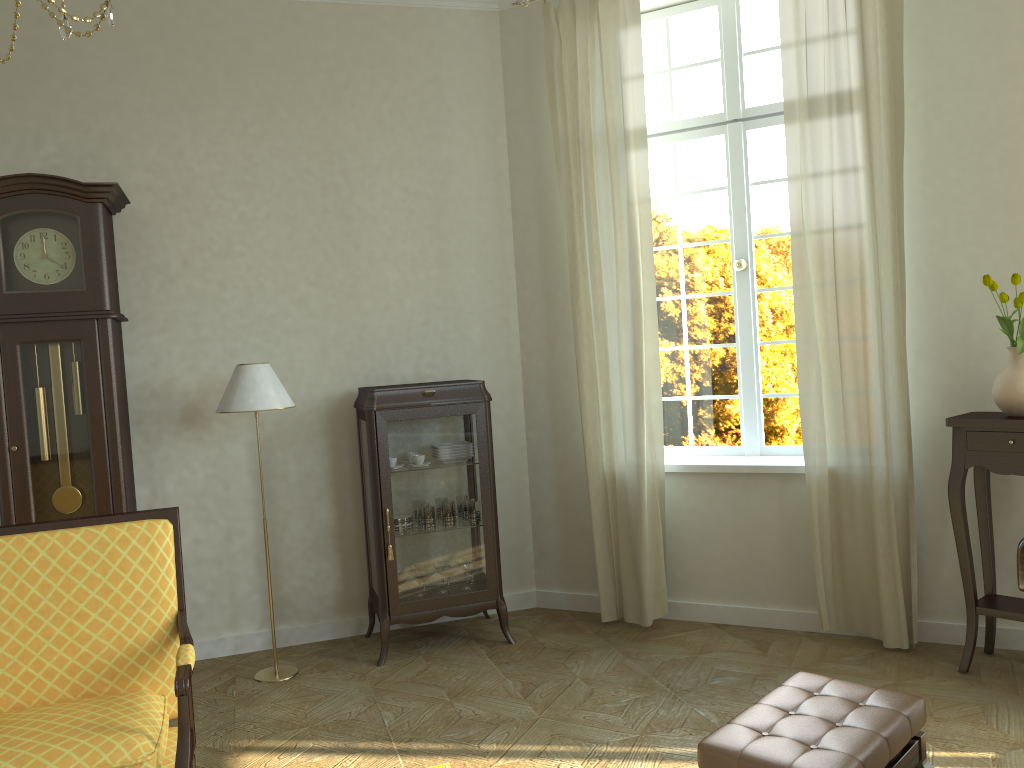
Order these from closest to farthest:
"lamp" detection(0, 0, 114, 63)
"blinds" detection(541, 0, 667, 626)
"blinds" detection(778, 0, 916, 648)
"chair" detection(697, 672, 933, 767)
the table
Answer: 1. "lamp" detection(0, 0, 114, 63)
2. "chair" detection(697, 672, 933, 767)
3. the table
4. "blinds" detection(778, 0, 916, 648)
5. "blinds" detection(541, 0, 667, 626)

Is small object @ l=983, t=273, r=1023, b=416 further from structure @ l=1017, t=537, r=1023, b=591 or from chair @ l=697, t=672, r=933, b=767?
chair @ l=697, t=672, r=933, b=767

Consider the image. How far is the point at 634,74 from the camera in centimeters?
460cm

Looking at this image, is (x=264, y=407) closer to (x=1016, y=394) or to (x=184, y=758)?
(x=184, y=758)

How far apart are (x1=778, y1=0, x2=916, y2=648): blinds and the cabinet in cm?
156

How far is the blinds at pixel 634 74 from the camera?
4.6 meters

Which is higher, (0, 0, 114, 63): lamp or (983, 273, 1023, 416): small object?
(0, 0, 114, 63): lamp

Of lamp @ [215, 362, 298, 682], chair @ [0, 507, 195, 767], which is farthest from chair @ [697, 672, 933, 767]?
lamp @ [215, 362, 298, 682]

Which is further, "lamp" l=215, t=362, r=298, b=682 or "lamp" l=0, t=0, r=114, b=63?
"lamp" l=215, t=362, r=298, b=682

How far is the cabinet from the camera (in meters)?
4.45
